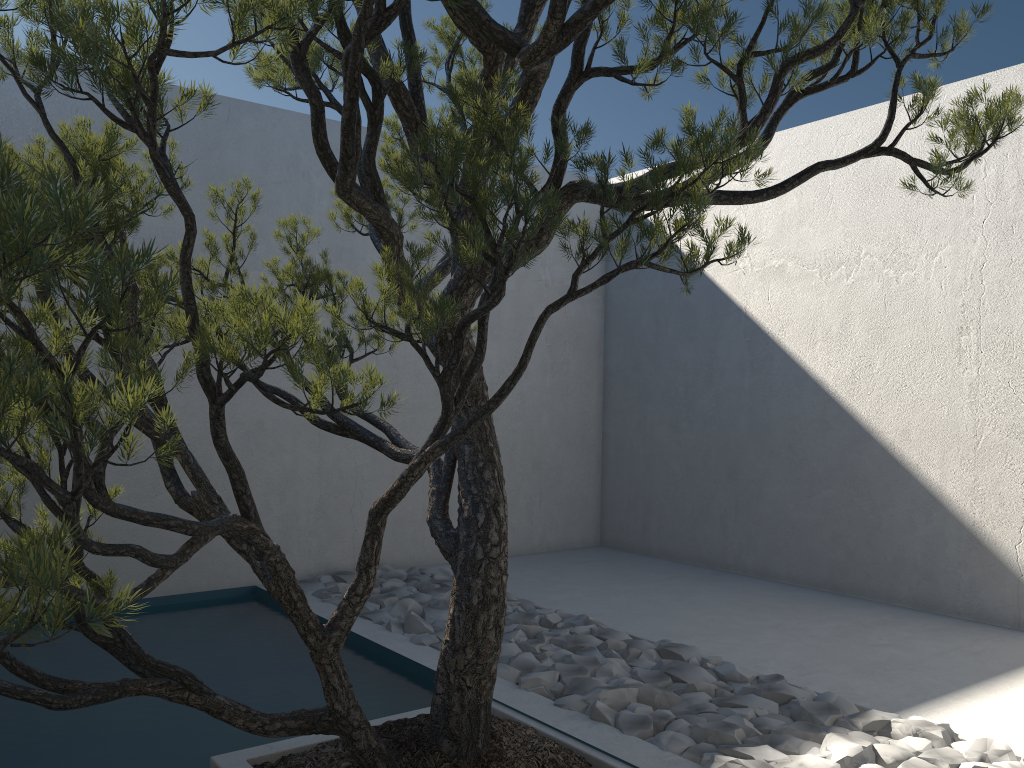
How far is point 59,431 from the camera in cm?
105

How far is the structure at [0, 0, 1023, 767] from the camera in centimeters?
105cm

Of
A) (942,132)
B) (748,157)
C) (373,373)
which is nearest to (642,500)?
(942,132)

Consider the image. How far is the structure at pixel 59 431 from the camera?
1.0m
